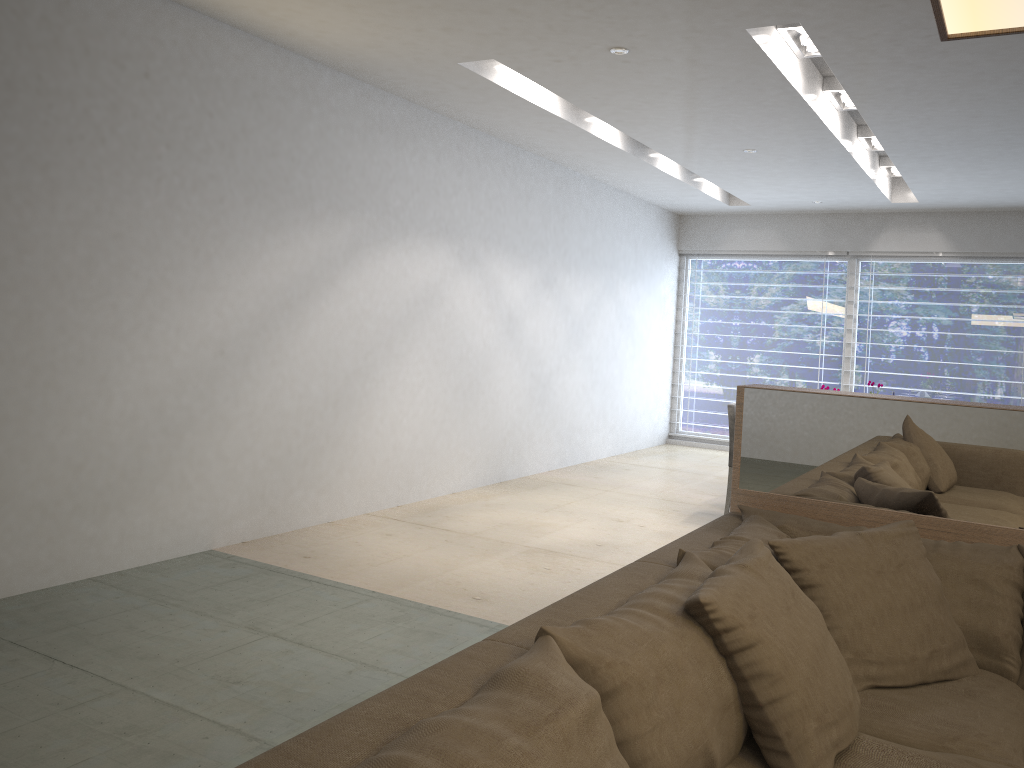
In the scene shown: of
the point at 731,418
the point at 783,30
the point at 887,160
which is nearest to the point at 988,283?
the point at 887,160

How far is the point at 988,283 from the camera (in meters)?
8.26

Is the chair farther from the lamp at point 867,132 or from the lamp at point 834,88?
the lamp at point 867,132

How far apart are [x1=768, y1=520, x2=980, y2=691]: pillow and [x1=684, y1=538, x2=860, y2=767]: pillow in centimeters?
15cm

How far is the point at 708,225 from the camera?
9.4 meters

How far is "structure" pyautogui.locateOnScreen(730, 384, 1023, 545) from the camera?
2.4 meters

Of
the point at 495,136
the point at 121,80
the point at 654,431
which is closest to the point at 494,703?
the point at 121,80

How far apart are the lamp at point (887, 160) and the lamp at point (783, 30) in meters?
3.1 m

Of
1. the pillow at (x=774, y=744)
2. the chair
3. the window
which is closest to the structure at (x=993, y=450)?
the pillow at (x=774, y=744)

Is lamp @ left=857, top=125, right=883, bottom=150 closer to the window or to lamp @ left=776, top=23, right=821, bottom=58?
lamp @ left=776, top=23, right=821, bottom=58
